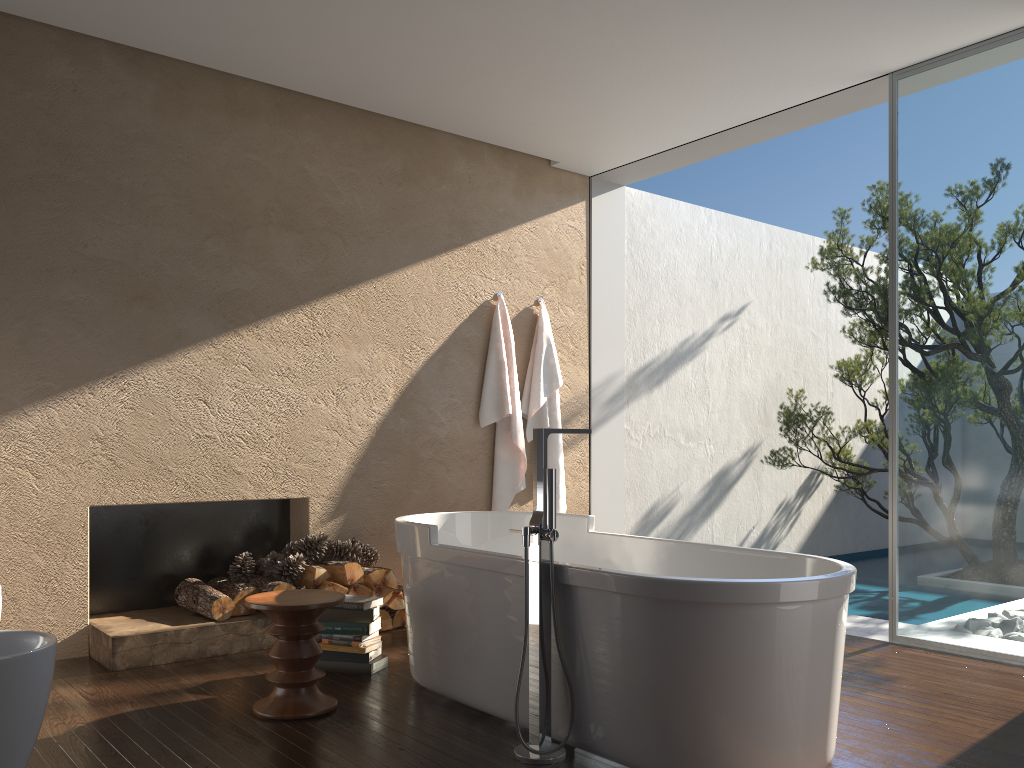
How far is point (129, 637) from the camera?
4.0m

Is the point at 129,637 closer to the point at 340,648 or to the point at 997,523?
the point at 340,648

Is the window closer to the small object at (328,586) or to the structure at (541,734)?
the structure at (541,734)

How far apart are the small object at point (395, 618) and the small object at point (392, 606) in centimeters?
6cm

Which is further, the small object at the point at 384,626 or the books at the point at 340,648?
the small object at the point at 384,626

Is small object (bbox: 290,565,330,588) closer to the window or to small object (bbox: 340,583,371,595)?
small object (bbox: 340,583,371,595)

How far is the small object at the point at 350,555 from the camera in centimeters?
488cm

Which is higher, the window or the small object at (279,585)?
the window

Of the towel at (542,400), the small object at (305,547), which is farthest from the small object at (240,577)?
the towel at (542,400)

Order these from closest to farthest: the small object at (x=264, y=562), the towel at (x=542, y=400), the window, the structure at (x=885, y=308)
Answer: the window < the small object at (x=264, y=562) < the towel at (x=542, y=400) < the structure at (x=885, y=308)
